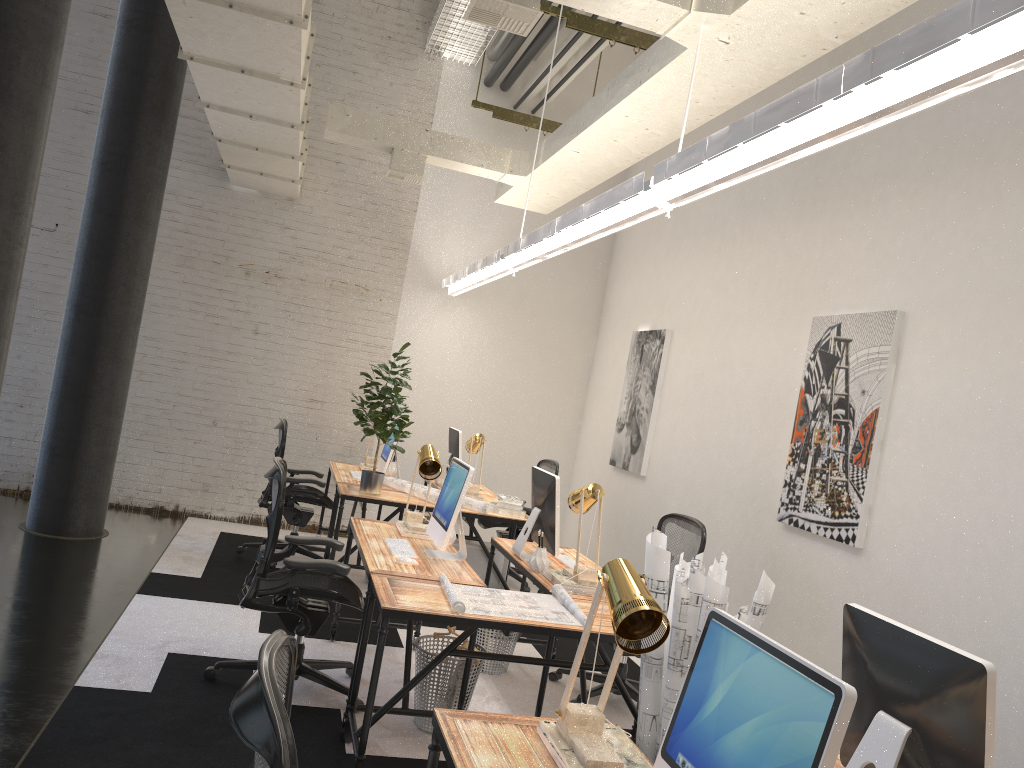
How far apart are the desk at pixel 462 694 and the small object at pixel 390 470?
2.2 meters

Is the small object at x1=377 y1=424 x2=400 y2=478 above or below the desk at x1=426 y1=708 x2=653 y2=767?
above

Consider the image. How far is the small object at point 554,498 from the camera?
4.59m

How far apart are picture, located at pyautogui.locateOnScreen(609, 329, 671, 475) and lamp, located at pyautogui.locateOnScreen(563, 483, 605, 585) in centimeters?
271cm

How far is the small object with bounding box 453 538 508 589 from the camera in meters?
6.4

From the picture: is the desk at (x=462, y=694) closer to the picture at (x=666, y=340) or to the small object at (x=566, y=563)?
the small object at (x=566, y=563)

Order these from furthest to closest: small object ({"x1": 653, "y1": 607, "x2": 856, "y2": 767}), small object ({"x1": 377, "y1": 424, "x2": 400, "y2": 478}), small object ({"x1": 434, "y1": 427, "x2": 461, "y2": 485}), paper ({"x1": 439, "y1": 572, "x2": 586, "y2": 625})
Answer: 1. small object ({"x1": 434, "y1": 427, "x2": 461, "y2": 485})
2. small object ({"x1": 377, "y1": 424, "x2": 400, "y2": 478})
3. paper ({"x1": 439, "y1": 572, "x2": 586, "y2": 625})
4. small object ({"x1": 653, "y1": 607, "x2": 856, "y2": 767})

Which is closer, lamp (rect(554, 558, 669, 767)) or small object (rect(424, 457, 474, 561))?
lamp (rect(554, 558, 669, 767))

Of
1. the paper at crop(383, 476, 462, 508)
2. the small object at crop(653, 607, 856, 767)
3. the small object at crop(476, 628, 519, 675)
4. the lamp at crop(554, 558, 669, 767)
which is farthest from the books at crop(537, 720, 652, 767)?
the paper at crop(383, 476, 462, 508)

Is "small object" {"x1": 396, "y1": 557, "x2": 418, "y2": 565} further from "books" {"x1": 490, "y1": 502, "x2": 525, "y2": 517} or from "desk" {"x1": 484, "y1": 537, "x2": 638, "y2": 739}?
"books" {"x1": 490, "y1": 502, "x2": 525, "y2": 517}
